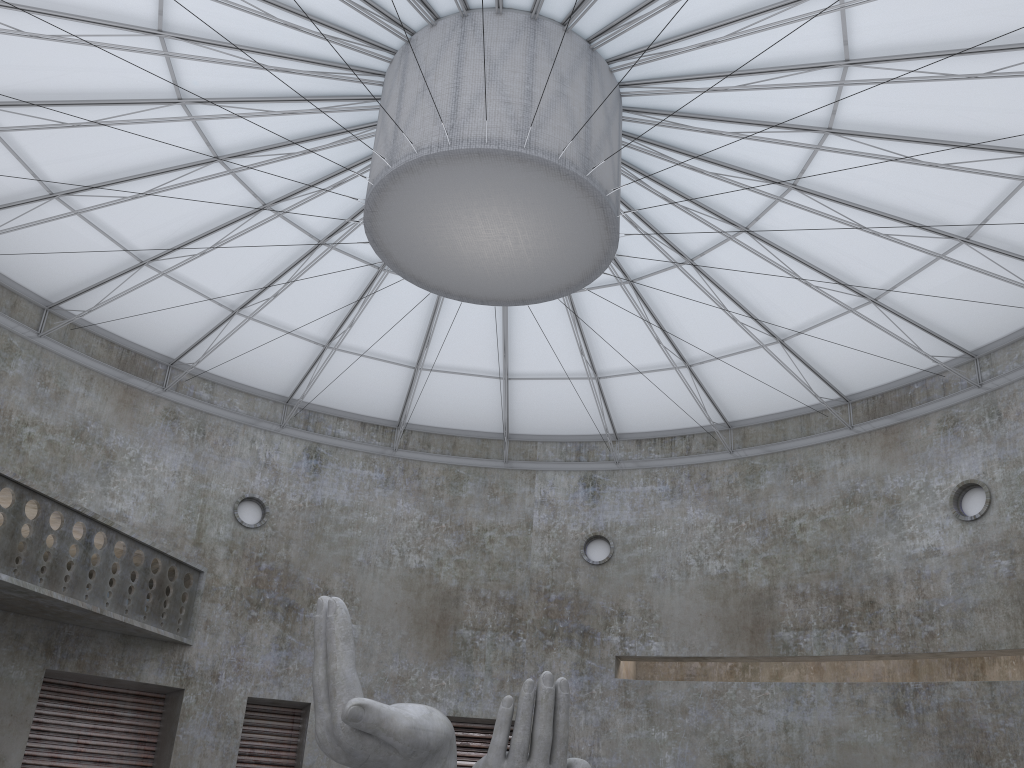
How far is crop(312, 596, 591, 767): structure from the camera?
17.05m

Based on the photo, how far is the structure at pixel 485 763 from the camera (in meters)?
17.05

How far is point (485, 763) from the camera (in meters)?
17.05
